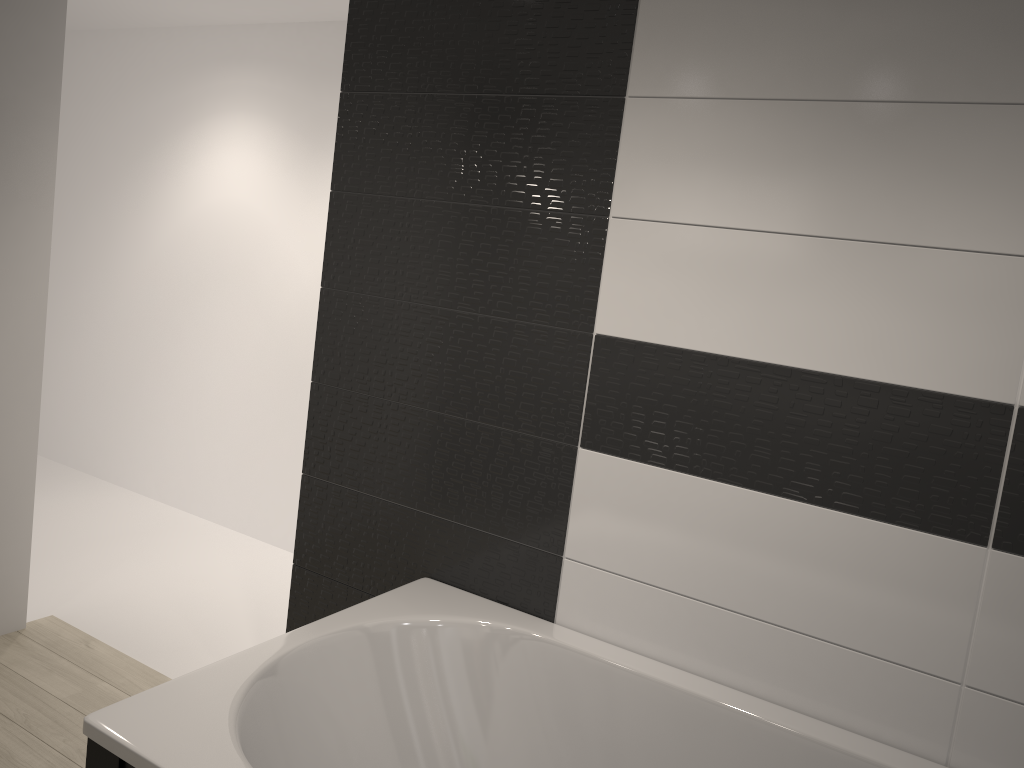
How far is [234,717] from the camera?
1.63m

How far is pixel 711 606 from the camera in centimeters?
202cm

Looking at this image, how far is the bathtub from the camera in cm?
163

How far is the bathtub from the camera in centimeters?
163cm
